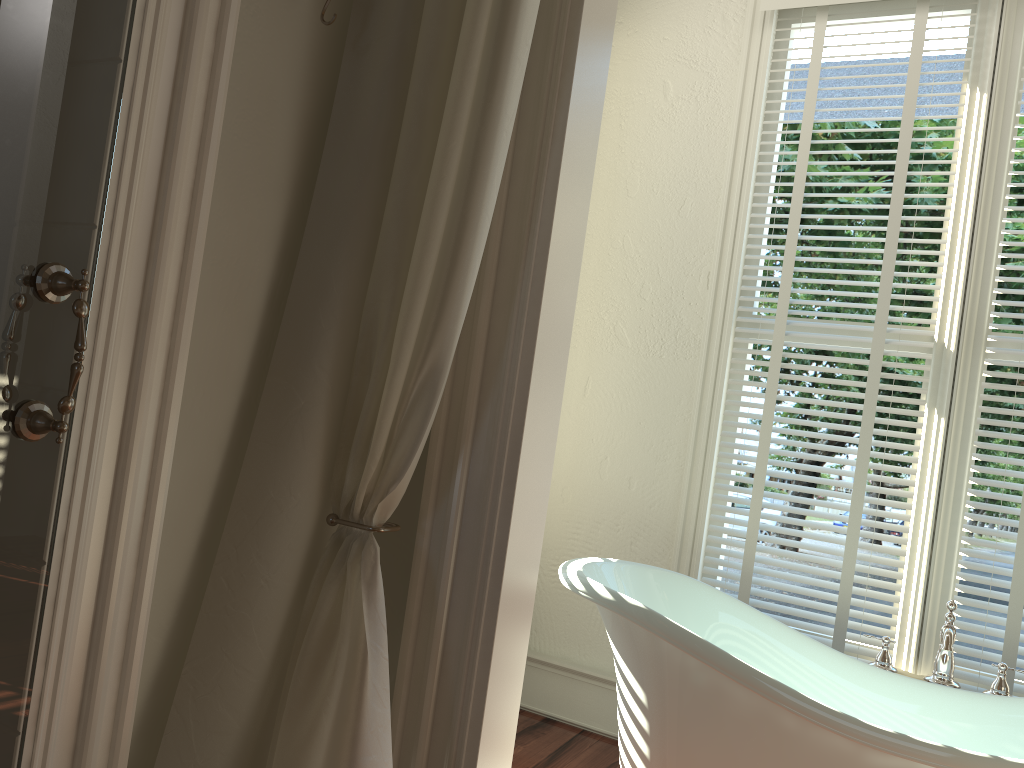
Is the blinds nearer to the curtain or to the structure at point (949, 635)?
the structure at point (949, 635)

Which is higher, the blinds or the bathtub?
the blinds

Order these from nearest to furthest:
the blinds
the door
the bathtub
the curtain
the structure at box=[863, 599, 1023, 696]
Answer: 1. the door
2. the curtain
3. the bathtub
4. the structure at box=[863, 599, 1023, 696]
5. the blinds

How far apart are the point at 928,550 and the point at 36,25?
2.4 meters

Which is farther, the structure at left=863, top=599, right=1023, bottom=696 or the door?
the structure at left=863, top=599, right=1023, bottom=696

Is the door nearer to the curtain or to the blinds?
the curtain

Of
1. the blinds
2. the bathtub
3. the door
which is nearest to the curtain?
the door

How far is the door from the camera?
1.08m

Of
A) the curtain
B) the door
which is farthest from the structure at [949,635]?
the door

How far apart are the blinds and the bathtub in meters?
0.3
